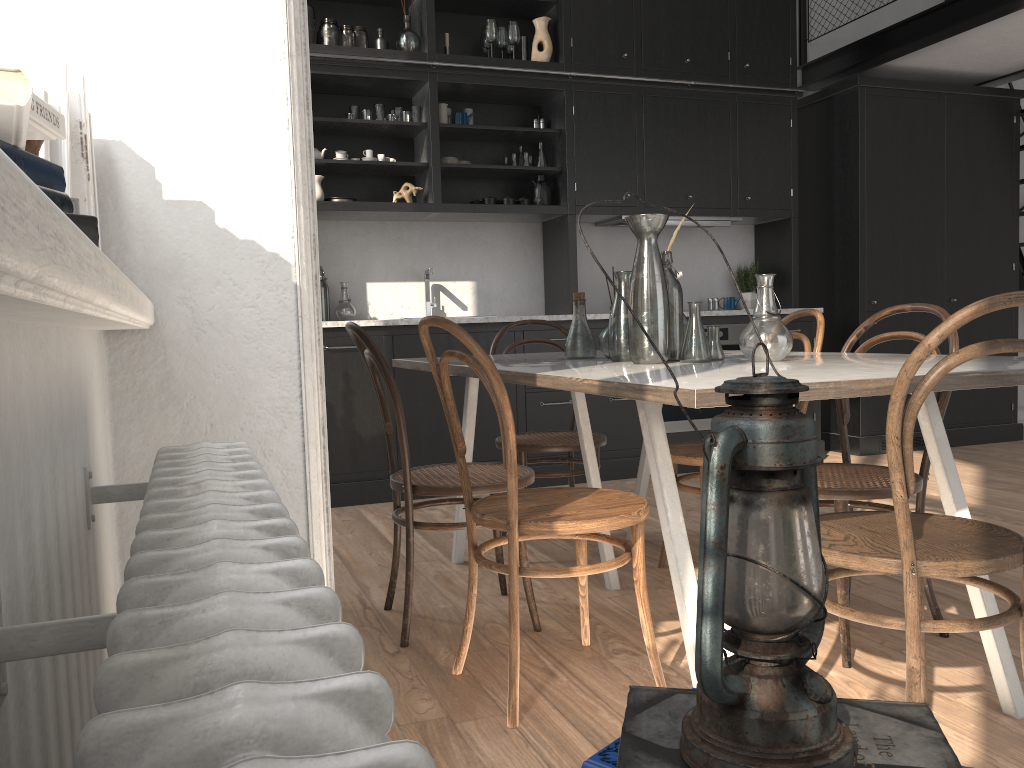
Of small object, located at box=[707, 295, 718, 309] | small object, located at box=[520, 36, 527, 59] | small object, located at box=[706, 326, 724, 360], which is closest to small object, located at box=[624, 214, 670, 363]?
small object, located at box=[706, 326, 724, 360]

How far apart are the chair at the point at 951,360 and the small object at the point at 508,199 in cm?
344

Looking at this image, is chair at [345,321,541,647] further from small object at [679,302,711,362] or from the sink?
the sink

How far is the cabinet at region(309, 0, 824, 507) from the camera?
4.7 meters

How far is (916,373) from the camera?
1.6 meters

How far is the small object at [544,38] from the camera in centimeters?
506cm

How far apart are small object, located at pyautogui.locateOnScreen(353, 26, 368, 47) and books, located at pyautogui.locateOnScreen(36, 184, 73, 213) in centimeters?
463cm

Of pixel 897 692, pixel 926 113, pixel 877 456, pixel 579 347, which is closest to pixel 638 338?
pixel 579 347

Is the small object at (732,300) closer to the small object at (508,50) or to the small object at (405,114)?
the small object at (508,50)

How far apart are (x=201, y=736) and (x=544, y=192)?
5.0 meters
